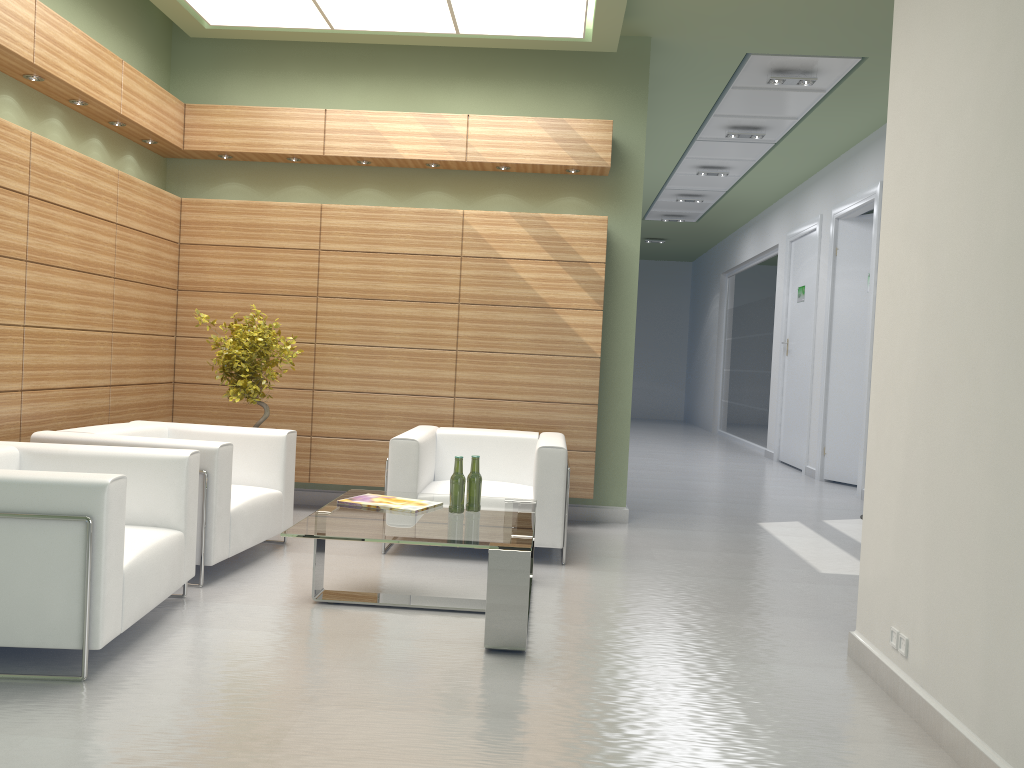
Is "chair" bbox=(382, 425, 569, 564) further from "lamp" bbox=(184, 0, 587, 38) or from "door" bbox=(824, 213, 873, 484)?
"door" bbox=(824, 213, 873, 484)

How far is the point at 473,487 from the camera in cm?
748

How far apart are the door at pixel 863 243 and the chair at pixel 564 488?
8.80m

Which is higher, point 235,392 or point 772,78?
point 772,78

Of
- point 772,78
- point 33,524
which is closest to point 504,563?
point 33,524

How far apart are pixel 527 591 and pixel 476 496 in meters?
1.4

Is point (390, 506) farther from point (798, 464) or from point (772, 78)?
point (798, 464)

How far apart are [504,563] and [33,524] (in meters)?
2.98

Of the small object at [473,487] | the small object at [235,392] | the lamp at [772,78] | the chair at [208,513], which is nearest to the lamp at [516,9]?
the lamp at [772,78]

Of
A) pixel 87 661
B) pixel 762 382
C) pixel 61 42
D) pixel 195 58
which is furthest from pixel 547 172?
pixel 762 382
